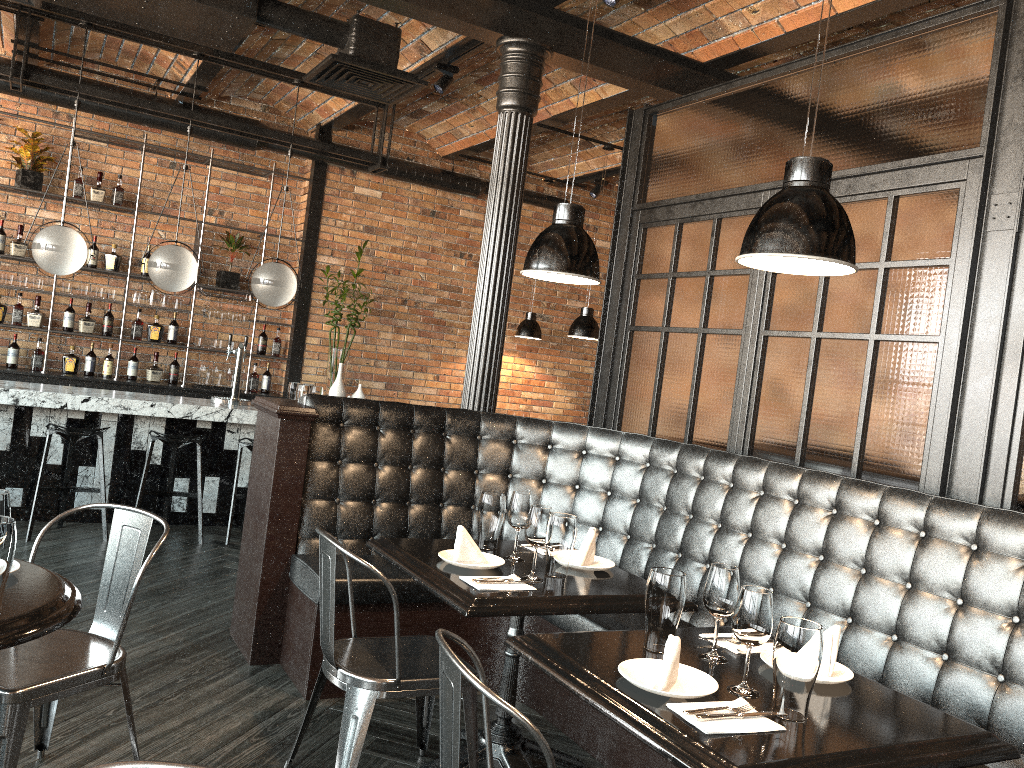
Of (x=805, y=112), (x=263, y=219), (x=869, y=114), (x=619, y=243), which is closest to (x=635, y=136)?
(x=619, y=243)

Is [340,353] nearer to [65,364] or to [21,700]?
[65,364]

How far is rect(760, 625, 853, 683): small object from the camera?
2.3m

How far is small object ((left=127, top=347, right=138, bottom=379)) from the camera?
7.96m

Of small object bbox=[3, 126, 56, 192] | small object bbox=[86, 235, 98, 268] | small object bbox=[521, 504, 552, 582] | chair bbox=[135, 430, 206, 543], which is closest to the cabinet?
small object bbox=[3, 126, 56, 192]

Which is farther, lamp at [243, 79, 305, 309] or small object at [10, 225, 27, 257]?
small object at [10, 225, 27, 257]

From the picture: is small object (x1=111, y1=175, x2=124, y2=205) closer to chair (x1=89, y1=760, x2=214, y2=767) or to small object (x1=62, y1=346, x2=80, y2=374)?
small object (x1=62, y1=346, x2=80, y2=374)

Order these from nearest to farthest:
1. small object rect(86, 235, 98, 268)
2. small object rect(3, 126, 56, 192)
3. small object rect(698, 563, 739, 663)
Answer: small object rect(698, 563, 739, 663) → small object rect(3, 126, 56, 192) → small object rect(86, 235, 98, 268)

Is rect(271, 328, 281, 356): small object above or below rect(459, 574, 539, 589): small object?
above

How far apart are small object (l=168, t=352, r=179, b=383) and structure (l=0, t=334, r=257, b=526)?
1.7m
